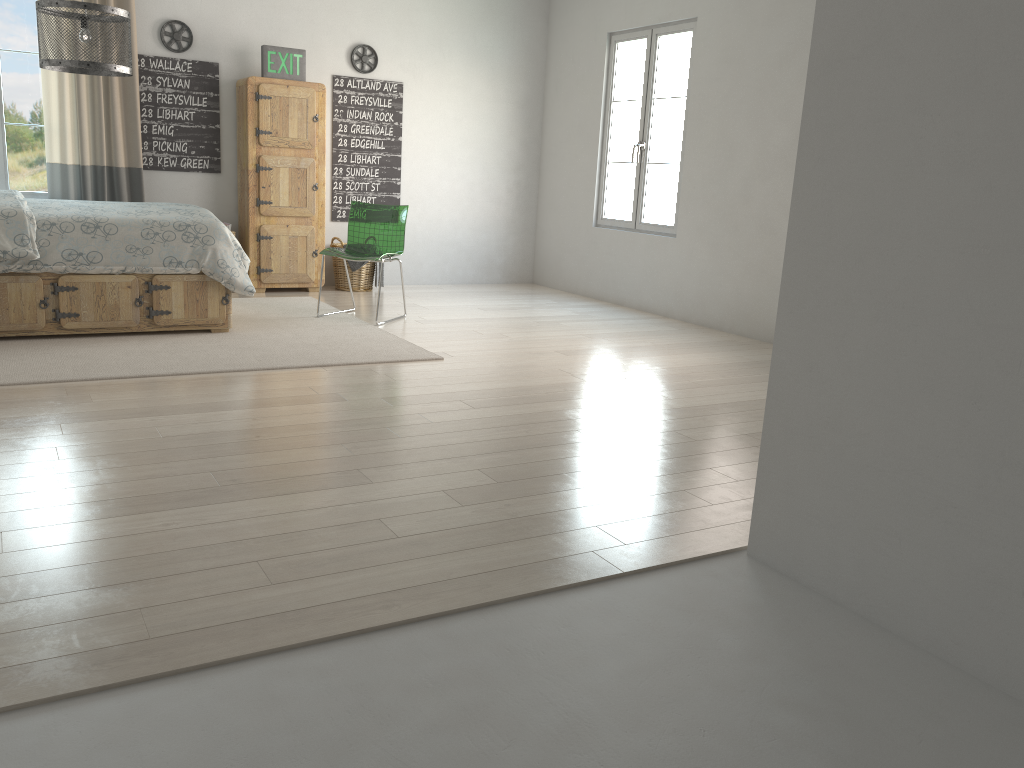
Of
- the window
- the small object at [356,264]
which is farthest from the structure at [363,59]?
the window

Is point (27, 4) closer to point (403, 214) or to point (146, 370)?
point (403, 214)

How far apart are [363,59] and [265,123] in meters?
1.1

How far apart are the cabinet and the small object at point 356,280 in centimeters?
17cm

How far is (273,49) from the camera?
6.5 meters

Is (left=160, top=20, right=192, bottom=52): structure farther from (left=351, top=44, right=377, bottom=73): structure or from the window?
(left=351, top=44, right=377, bottom=73): structure

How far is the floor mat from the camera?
4.1 meters

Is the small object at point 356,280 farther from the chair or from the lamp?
the lamp

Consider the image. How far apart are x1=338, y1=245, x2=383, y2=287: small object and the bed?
1.9 meters

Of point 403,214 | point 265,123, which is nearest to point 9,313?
point 403,214
